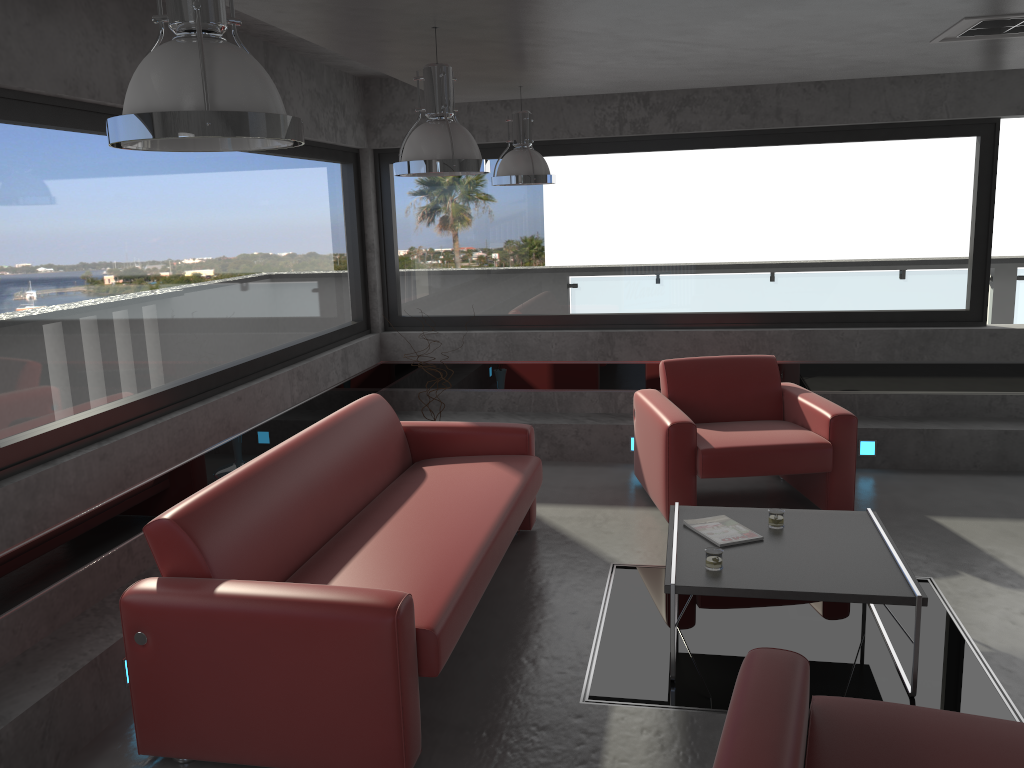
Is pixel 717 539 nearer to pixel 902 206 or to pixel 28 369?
pixel 28 369

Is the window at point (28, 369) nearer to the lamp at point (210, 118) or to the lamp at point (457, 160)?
the lamp at point (457, 160)

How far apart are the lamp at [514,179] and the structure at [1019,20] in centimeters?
210cm

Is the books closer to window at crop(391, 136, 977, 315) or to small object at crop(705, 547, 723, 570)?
small object at crop(705, 547, 723, 570)

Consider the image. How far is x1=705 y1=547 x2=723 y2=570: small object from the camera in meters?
3.7

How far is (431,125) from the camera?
3.46m

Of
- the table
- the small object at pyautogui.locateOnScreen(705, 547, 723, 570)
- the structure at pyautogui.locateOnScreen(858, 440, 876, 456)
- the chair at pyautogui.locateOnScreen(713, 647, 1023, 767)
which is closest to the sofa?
the table

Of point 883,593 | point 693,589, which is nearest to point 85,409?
point 693,589

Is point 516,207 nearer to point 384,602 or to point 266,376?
point 266,376

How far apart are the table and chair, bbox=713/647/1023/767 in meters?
0.9 m
